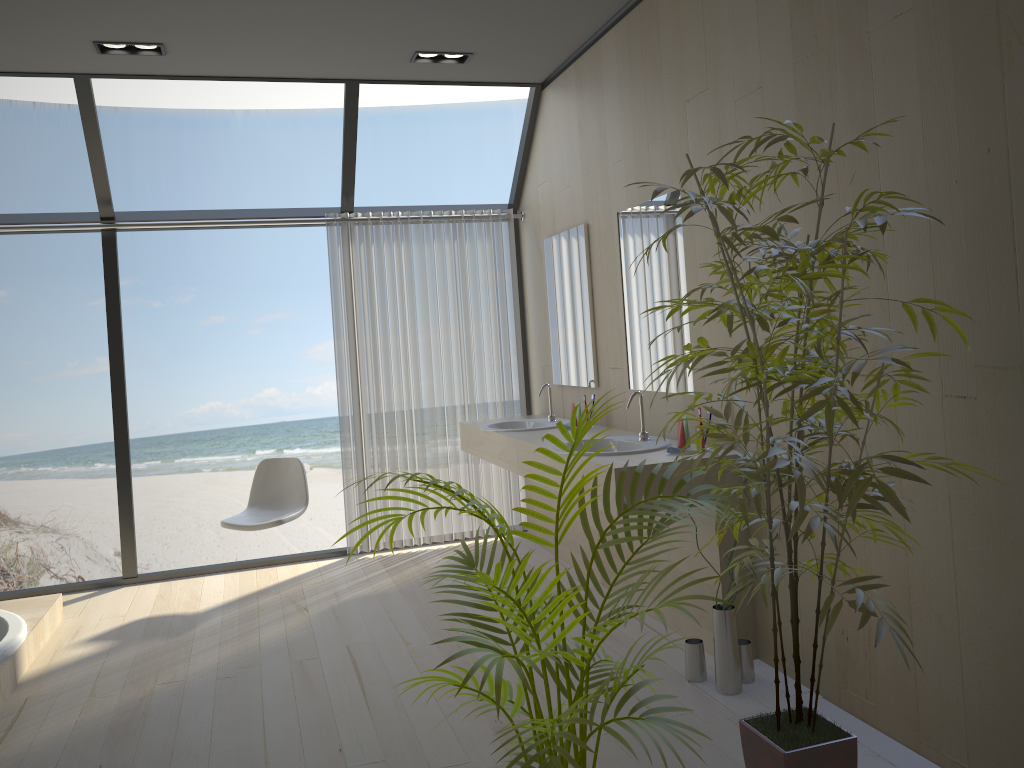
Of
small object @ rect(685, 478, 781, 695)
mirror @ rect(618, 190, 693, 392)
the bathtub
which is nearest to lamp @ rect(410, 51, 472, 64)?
mirror @ rect(618, 190, 693, 392)

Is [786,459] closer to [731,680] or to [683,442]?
[731,680]

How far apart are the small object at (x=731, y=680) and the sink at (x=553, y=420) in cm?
172

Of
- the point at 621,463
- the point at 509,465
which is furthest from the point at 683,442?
the point at 509,465

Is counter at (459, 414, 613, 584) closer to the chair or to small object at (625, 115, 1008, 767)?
the chair

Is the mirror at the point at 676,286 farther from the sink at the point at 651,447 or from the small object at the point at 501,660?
the small object at the point at 501,660

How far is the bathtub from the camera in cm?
359

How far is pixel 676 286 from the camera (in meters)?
3.77

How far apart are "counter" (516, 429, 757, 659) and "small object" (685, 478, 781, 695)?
0.1m

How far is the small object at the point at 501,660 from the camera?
1.7m
